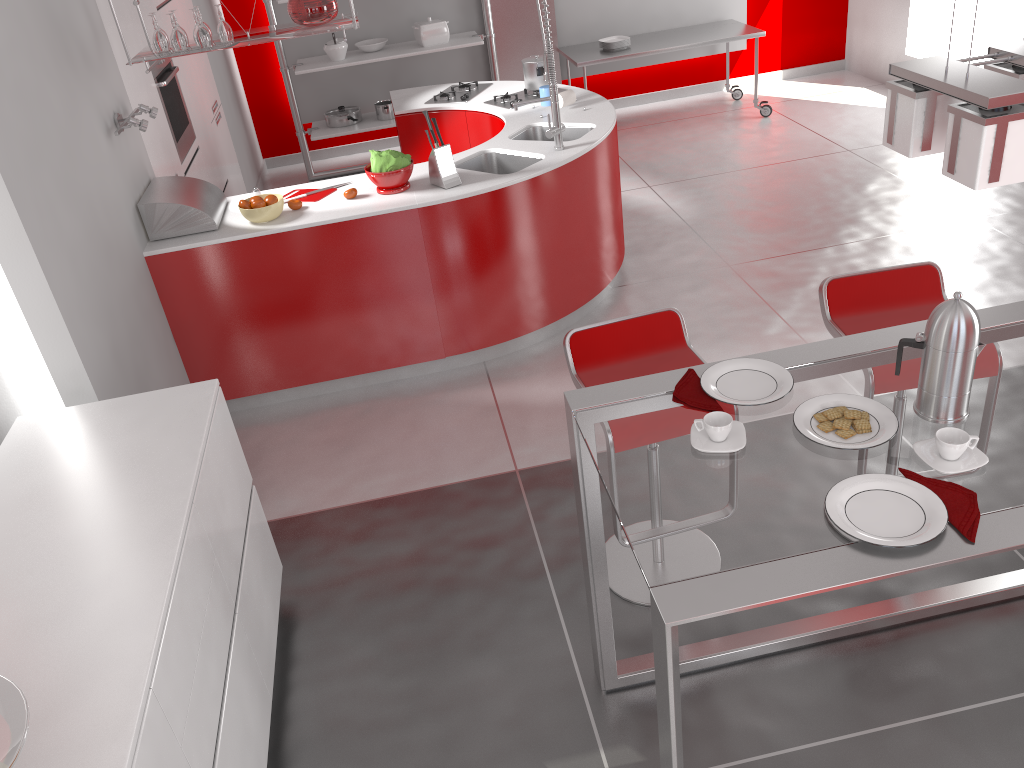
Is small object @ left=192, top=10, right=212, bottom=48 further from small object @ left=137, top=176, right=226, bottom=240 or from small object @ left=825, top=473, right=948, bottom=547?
small object @ left=825, top=473, right=948, bottom=547

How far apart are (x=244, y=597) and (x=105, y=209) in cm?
178

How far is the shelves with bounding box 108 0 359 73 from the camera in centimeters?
360cm

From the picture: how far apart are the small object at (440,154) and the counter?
0.03m

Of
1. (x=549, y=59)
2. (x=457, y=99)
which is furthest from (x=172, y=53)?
(x=457, y=99)

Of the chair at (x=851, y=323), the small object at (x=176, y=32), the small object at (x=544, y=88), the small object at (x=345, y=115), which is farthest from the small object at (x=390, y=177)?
the small object at (x=345, y=115)

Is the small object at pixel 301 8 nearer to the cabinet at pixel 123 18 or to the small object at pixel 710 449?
the cabinet at pixel 123 18

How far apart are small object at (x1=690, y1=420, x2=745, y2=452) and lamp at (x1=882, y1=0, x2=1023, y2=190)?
0.6m

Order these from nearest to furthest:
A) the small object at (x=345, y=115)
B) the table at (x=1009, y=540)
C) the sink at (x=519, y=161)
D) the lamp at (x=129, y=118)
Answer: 1. the table at (x=1009, y=540)
2. the lamp at (x=129, y=118)
3. the sink at (x=519, y=161)
4. the small object at (x=345, y=115)

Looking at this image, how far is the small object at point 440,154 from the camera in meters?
4.0 m
